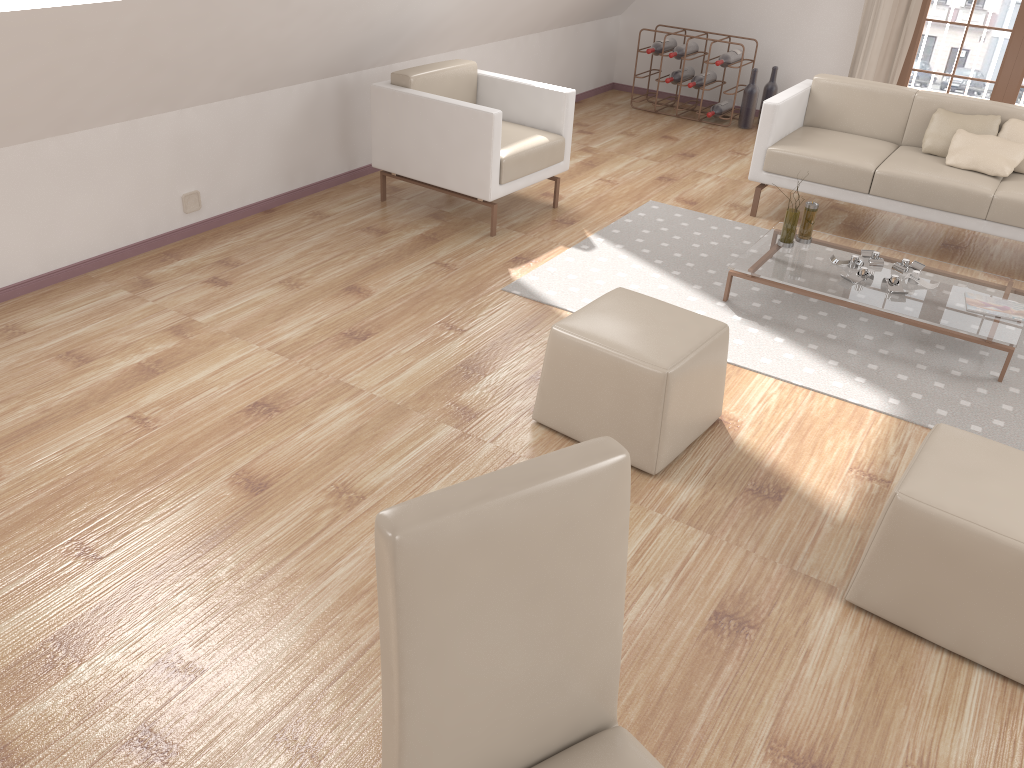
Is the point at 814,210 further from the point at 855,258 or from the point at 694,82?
the point at 694,82

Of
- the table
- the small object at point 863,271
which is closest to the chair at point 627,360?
the table

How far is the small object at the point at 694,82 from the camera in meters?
6.7

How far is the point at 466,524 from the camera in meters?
1.1 m

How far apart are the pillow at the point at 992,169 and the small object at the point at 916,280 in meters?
1.1 m

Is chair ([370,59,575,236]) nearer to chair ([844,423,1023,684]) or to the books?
the books

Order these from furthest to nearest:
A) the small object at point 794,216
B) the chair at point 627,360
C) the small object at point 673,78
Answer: the small object at point 673,78 < the small object at point 794,216 < the chair at point 627,360

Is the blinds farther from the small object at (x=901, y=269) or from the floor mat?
the small object at (x=901, y=269)

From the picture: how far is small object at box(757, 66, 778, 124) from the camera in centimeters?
674cm

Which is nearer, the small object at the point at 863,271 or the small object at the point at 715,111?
the small object at the point at 863,271
